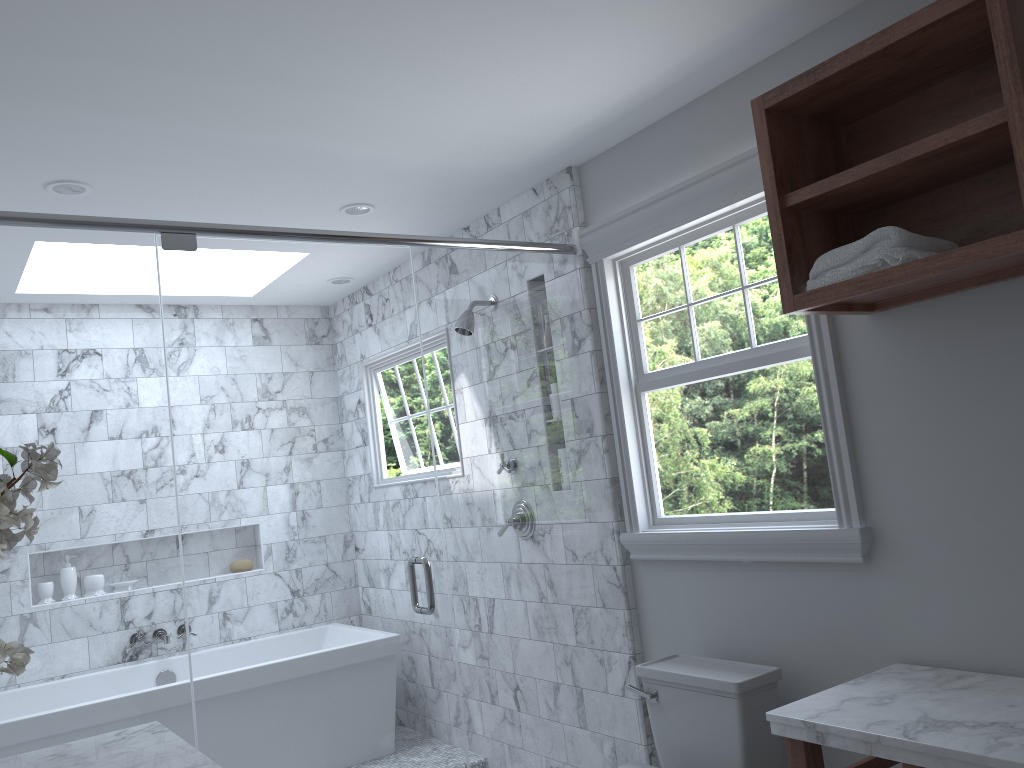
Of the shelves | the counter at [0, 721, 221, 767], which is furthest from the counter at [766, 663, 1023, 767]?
the counter at [0, 721, 221, 767]

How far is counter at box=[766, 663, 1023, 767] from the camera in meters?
1.7 m

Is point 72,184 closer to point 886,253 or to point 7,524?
point 7,524

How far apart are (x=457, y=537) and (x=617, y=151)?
3.6m

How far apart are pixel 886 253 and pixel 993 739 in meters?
1.0

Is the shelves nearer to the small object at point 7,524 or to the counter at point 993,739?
the counter at point 993,739

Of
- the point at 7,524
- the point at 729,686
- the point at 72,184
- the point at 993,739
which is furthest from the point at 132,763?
the point at 72,184

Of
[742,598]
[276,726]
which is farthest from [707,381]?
[742,598]

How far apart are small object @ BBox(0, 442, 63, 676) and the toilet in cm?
176

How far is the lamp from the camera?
3.0 meters
